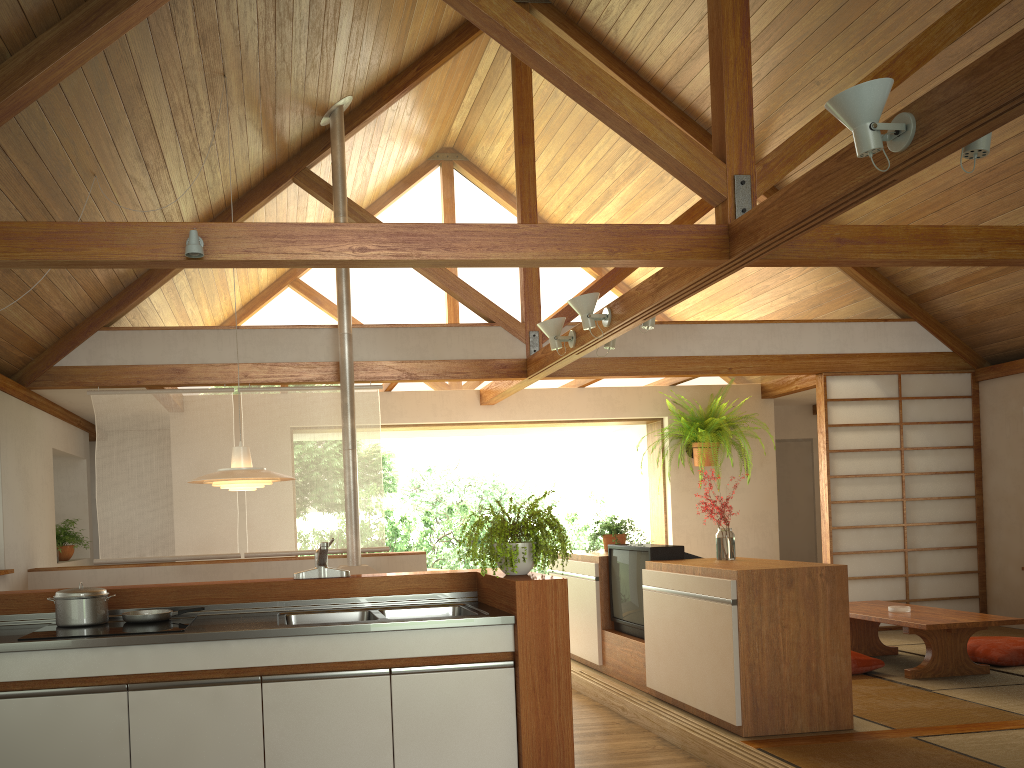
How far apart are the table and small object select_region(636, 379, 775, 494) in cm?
214

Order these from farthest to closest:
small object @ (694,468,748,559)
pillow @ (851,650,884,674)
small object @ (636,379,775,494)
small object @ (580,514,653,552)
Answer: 1. small object @ (636,379,775,494)
2. small object @ (580,514,653,552)
3. pillow @ (851,650,884,674)
4. small object @ (694,468,748,559)

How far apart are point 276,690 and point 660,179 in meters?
5.5 m

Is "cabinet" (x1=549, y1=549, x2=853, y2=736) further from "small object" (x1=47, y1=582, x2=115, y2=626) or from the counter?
"small object" (x1=47, y1=582, x2=115, y2=626)

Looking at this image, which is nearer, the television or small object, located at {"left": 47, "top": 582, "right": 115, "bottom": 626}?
small object, located at {"left": 47, "top": 582, "right": 115, "bottom": 626}

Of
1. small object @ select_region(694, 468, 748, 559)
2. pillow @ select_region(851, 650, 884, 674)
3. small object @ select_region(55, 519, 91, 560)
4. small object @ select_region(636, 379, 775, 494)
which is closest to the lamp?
small object @ select_region(694, 468, 748, 559)

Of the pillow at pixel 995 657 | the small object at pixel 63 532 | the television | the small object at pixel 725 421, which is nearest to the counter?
the television

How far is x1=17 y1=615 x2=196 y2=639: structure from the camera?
3.0 meters

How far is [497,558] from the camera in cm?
342

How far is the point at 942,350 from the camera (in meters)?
7.38
